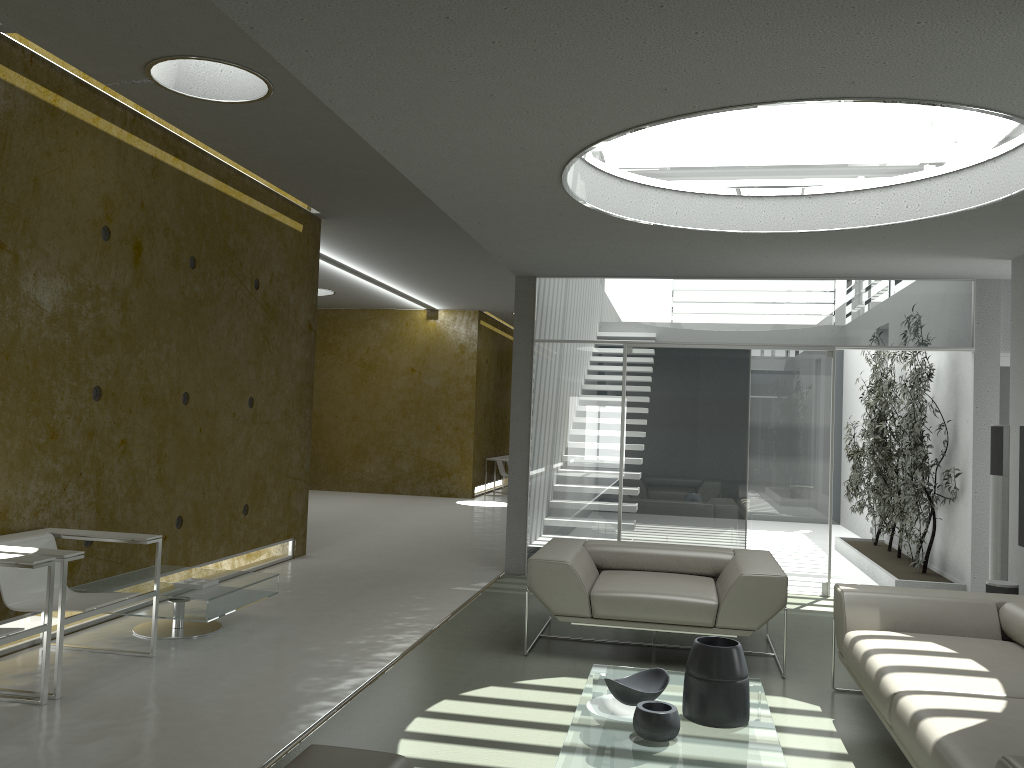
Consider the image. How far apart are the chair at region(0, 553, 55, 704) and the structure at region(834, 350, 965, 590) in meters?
6.4 m

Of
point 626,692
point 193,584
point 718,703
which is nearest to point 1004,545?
point 718,703

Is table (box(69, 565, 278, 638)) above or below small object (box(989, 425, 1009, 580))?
below

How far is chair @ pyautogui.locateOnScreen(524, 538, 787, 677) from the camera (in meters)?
4.97

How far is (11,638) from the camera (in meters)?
3.84

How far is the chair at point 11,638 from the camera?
3.8m

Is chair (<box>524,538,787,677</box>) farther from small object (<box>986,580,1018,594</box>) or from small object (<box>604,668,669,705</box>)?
small object (<box>986,580,1018,594</box>)

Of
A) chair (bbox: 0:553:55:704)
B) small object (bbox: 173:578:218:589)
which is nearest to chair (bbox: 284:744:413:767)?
chair (bbox: 0:553:55:704)

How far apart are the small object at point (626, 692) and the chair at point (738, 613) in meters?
1.2 m

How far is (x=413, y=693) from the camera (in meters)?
4.42
